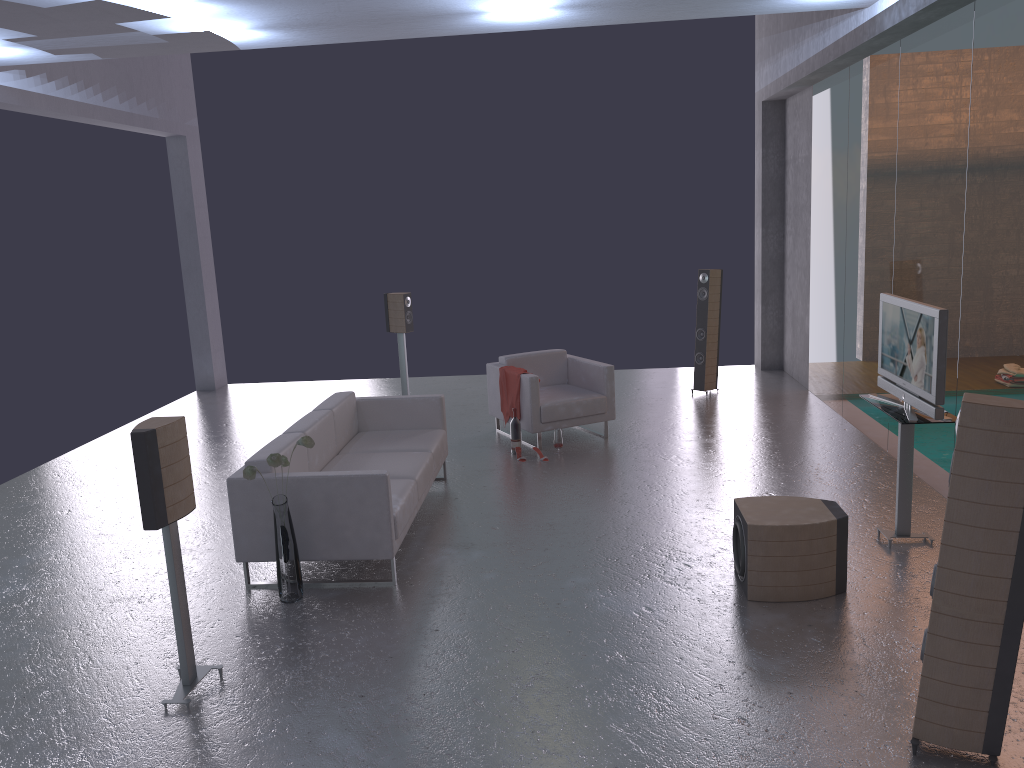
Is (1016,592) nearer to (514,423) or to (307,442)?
(307,442)

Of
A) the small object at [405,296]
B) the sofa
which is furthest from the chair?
the small object at [405,296]

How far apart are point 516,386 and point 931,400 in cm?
416

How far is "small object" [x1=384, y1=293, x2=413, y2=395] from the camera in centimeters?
1040cm

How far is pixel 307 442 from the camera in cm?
507

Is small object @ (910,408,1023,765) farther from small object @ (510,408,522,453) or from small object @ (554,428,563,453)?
small object @ (510,408,522,453)

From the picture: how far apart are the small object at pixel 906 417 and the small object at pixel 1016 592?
2.00m

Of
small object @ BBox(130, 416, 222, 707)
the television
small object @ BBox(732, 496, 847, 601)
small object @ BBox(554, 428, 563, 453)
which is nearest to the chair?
small object @ BBox(554, 428, 563, 453)

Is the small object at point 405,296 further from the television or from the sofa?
the television

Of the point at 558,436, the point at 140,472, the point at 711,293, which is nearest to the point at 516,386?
the point at 558,436
